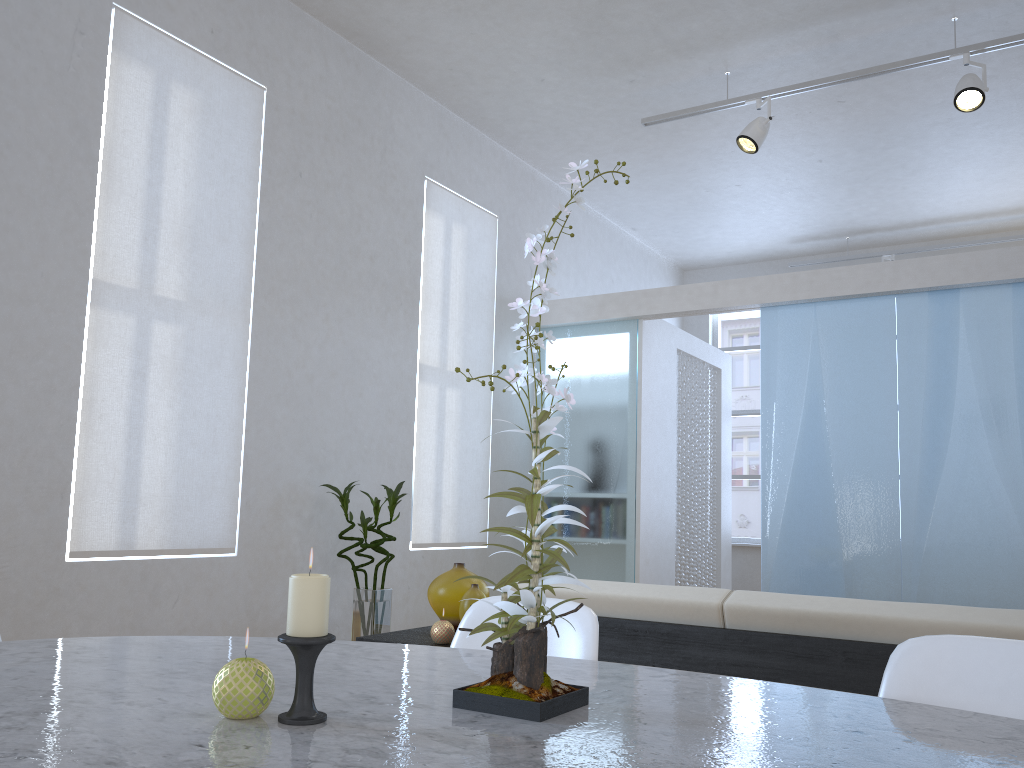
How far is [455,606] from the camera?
2.8 meters

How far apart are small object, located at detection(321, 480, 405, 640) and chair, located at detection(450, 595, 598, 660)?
2.49m

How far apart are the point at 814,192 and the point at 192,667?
6.2 meters

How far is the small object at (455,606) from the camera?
2.8m

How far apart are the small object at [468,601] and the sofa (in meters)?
0.49

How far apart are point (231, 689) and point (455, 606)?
2.0m

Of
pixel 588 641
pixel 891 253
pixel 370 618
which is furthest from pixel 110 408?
pixel 891 253

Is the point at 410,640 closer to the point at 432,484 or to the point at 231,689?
the point at 231,689

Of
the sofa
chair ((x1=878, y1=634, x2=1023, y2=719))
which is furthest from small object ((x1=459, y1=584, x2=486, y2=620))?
chair ((x1=878, y1=634, x2=1023, y2=719))

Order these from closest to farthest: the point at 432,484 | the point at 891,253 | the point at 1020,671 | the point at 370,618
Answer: the point at 1020,671, the point at 370,618, the point at 432,484, the point at 891,253
